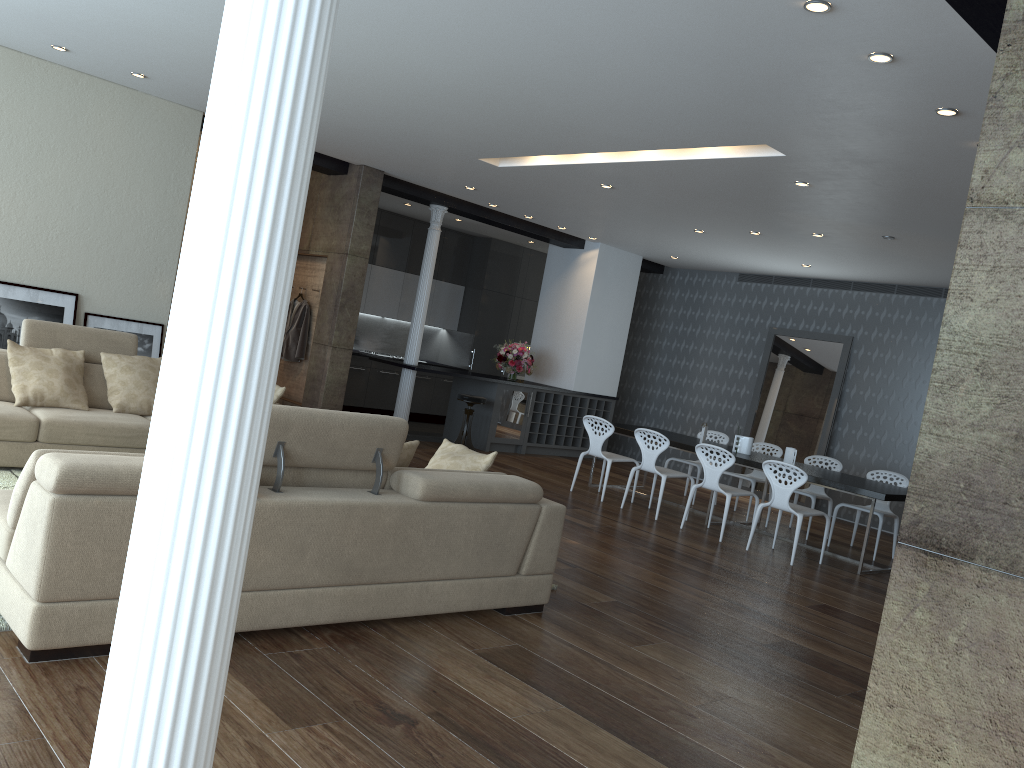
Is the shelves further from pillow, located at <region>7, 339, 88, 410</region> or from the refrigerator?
pillow, located at <region>7, 339, 88, 410</region>

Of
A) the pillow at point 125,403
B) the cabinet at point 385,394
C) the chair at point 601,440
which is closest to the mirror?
the chair at point 601,440

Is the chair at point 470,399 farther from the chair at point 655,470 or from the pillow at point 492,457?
the pillow at point 492,457

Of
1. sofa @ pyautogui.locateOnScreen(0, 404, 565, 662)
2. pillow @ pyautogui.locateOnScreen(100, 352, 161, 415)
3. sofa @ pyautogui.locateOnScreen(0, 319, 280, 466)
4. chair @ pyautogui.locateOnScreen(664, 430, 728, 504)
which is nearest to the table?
chair @ pyautogui.locateOnScreen(664, 430, 728, 504)

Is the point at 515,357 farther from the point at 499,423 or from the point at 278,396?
the point at 278,396

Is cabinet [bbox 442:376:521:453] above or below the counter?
below

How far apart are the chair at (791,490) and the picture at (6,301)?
6.1m

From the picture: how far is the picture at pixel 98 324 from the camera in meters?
7.9 m

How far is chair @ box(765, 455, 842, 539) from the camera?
9.0m

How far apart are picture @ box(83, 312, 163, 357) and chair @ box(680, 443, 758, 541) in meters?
5.1
